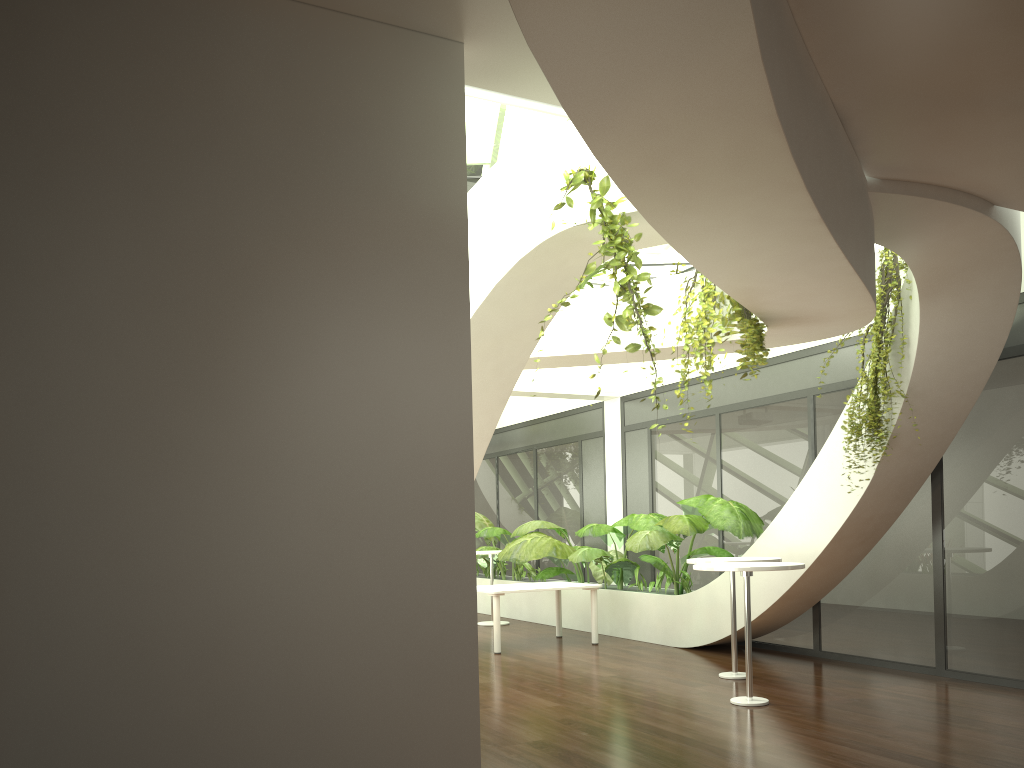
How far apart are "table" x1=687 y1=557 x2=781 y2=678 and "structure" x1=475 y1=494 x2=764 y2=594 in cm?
145

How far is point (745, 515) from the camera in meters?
9.0 m

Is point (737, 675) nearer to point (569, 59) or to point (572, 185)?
point (572, 185)

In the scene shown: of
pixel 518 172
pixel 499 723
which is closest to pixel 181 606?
pixel 518 172

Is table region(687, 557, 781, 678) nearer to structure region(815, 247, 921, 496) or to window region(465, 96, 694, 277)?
structure region(815, 247, 921, 496)

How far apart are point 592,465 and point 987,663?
6.47m

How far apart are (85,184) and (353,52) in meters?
1.1 m

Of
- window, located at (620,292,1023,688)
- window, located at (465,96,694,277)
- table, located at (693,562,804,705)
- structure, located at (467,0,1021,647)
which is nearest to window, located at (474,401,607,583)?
window, located at (620,292,1023,688)

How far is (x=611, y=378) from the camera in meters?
12.5

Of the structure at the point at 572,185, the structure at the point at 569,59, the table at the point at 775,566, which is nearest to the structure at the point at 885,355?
the structure at the point at 569,59
